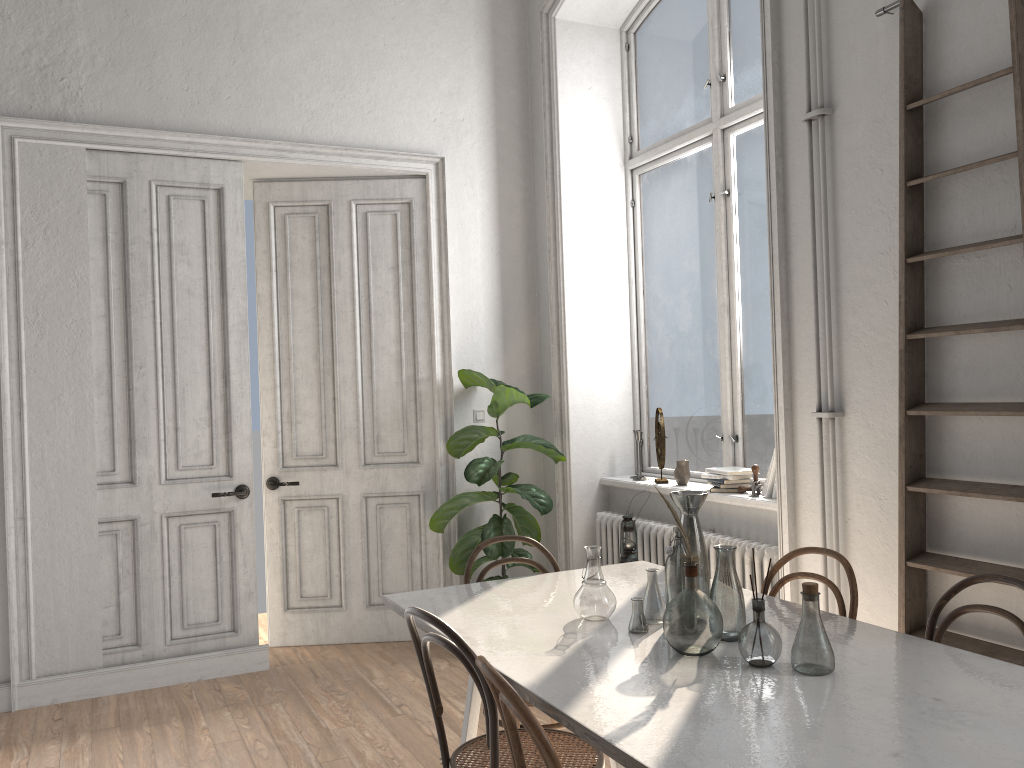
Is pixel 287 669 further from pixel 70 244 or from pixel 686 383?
pixel 686 383

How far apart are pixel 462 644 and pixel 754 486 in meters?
2.4 m

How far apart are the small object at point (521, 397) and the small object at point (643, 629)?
2.3 meters

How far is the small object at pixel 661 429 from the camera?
4.88m

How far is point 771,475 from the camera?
4.14m

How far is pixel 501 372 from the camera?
5.6 meters

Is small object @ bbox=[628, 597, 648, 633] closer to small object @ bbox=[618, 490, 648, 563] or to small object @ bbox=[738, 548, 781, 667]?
small object @ bbox=[738, 548, 781, 667]

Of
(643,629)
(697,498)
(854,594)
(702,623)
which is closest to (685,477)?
(854,594)

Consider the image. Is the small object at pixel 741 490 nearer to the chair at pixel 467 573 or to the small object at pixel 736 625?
the chair at pixel 467 573

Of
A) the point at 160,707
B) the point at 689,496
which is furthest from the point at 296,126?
the point at 689,496
